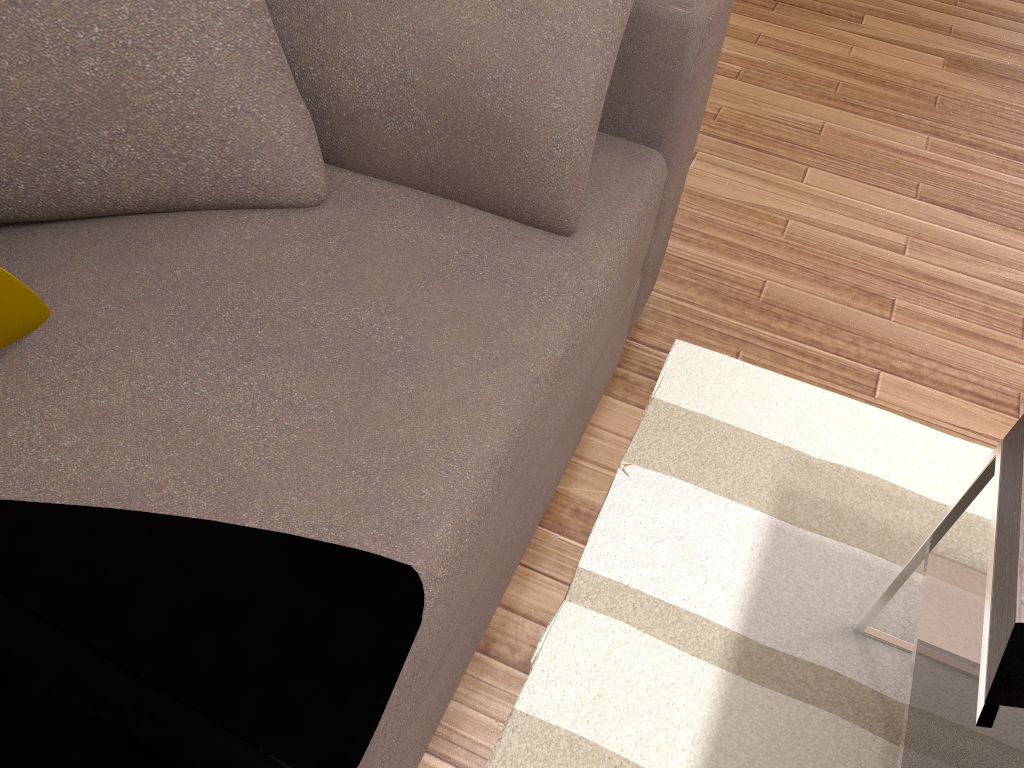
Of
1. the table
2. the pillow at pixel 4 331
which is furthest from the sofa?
the table

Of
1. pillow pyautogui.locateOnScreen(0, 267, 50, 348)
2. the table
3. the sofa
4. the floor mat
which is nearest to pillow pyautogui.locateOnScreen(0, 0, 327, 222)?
the sofa

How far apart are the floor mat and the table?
0.0m

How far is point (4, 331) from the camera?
0.95m

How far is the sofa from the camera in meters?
0.9 m

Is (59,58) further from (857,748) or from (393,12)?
(857,748)

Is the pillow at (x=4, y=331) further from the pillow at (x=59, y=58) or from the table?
the table

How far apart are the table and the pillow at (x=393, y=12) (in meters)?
0.60

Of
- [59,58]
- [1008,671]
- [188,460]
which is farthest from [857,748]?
[59,58]

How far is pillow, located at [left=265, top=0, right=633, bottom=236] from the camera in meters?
1.1
